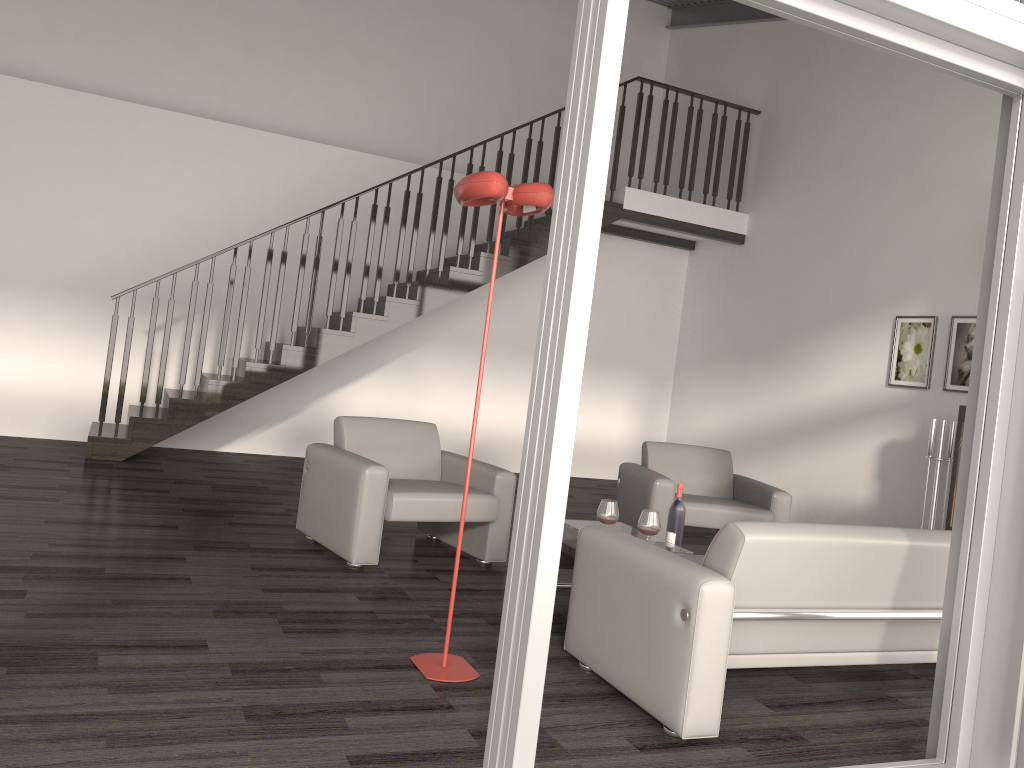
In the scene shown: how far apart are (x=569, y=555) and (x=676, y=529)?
0.6m

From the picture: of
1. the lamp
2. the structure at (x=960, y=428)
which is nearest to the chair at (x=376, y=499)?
the lamp

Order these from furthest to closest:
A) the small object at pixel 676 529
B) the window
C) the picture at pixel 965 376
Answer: the picture at pixel 965 376 < the small object at pixel 676 529 < the window

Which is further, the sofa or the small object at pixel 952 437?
the small object at pixel 952 437

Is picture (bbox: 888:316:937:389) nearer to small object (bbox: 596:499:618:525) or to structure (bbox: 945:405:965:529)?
structure (bbox: 945:405:965:529)

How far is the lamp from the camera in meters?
3.0 m

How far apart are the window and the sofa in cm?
26

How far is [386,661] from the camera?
3.3 meters

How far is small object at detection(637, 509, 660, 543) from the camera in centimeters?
432cm

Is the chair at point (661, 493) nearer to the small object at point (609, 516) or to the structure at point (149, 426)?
the small object at point (609, 516)
